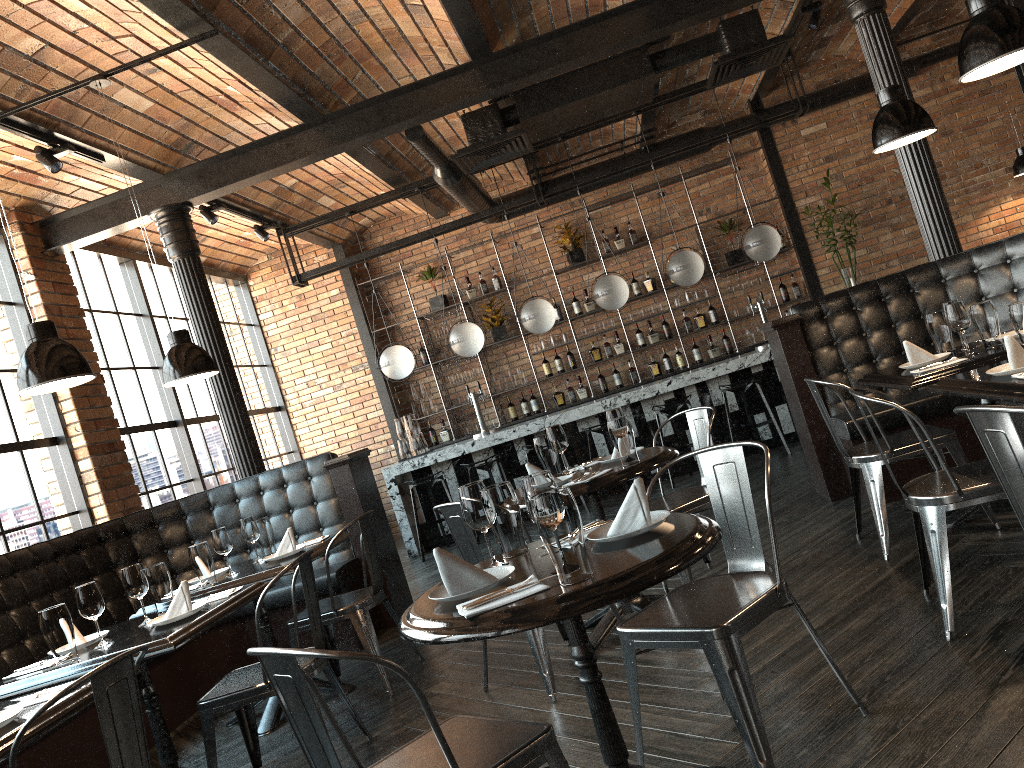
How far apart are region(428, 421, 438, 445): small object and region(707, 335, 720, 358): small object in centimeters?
335cm

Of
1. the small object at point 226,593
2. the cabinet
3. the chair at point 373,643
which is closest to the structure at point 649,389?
the cabinet

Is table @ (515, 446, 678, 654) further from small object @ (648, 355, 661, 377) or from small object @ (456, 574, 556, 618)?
small object @ (648, 355, 661, 377)

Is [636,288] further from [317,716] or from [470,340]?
[317,716]

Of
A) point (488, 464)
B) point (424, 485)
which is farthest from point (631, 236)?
point (424, 485)

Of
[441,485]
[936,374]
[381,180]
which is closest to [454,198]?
[381,180]

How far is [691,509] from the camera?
4.2m

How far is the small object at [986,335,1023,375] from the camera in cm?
300

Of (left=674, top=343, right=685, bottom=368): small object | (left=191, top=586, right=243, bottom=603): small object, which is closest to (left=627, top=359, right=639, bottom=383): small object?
(left=674, top=343, right=685, bottom=368): small object

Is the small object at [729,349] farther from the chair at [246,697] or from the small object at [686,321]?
the chair at [246,697]
